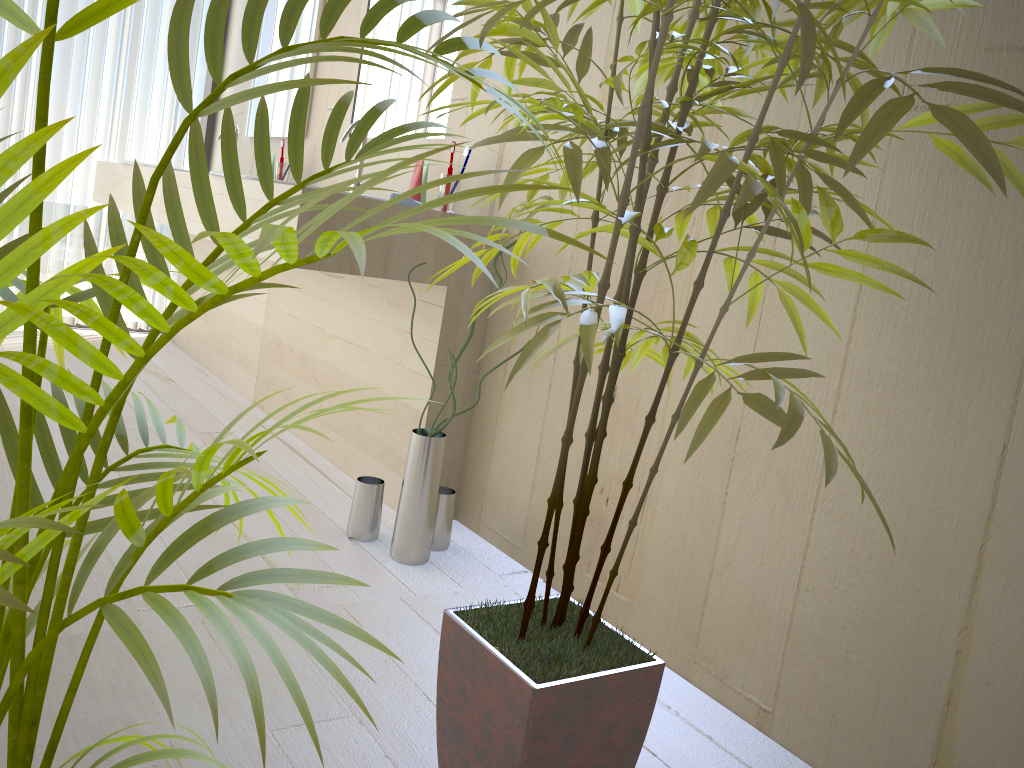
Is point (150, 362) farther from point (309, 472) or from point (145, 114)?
point (309, 472)

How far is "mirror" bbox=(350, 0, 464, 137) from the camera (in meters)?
2.52

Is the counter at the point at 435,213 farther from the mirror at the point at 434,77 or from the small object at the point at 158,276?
the small object at the point at 158,276

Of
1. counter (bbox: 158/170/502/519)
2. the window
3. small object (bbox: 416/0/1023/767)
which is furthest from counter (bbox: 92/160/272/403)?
small object (bbox: 416/0/1023/767)

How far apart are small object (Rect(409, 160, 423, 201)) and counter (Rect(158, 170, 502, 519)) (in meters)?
A: 0.21

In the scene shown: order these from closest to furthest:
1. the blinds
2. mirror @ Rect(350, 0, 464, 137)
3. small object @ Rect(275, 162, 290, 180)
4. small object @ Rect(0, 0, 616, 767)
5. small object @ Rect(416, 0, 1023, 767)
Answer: small object @ Rect(0, 0, 616, 767), small object @ Rect(416, 0, 1023, 767), mirror @ Rect(350, 0, 464, 137), small object @ Rect(275, 162, 290, 180), the blinds

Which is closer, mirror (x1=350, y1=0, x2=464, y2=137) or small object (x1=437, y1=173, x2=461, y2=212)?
small object (x1=437, y1=173, x2=461, y2=212)

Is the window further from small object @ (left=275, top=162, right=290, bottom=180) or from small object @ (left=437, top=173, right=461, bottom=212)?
A: small object @ (left=437, top=173, right=461, bottom=212)

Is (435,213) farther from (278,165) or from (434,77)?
(278,165)

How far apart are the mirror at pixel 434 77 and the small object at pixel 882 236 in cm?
120
